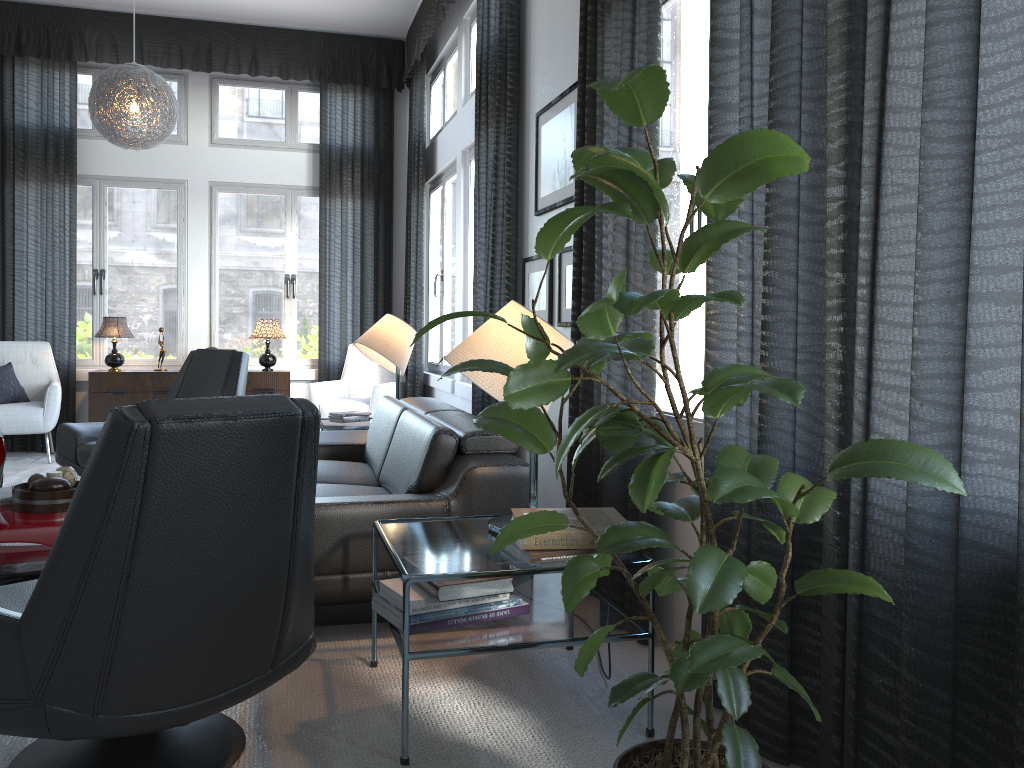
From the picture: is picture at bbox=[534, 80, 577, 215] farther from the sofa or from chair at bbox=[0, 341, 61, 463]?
chair at bbox=[0, 341, 61, 463]

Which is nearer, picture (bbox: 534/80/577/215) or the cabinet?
picture (bbox: 534/80/577/215)

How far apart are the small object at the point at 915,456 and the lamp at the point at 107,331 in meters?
5.5 m

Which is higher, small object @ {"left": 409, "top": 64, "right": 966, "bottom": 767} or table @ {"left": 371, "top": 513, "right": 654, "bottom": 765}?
small object @ {"left": 409, "top": 64, "right": 966, "bottom": 767}

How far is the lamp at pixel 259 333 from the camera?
6.7m

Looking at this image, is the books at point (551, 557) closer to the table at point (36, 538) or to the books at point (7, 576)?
the table at point (36, 538)

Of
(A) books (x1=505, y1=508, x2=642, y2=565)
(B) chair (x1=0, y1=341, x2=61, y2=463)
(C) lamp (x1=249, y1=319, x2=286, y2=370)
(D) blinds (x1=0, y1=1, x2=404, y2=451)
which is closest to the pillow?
(B) chair (x1=0, y1=341, x2=61, y2=463)

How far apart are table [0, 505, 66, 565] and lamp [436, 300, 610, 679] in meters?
1.5 m

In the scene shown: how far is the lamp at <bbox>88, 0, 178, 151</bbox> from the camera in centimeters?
513cm

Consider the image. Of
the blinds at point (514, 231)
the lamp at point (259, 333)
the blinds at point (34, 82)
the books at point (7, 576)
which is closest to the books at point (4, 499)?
the books at point (7, 576)
